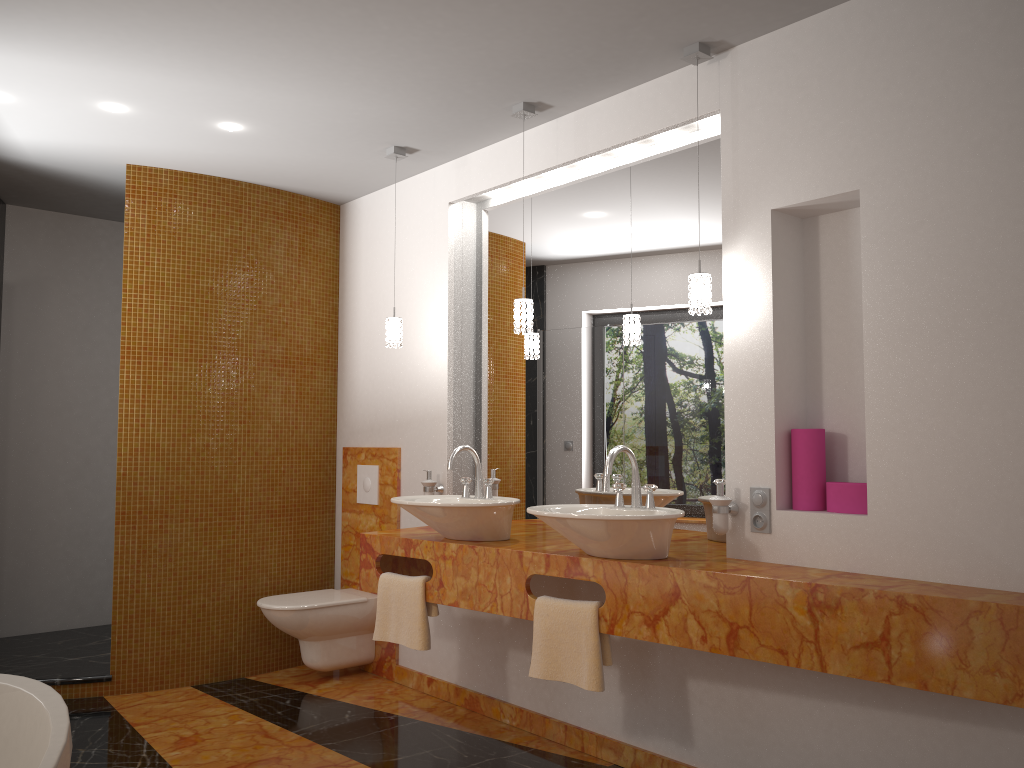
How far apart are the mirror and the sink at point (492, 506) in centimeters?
34cm

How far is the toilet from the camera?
4.2 meters

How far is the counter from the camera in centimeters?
213cm

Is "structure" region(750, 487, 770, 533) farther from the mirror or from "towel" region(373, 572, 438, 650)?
"towel" region(373, 572, 438, 650)

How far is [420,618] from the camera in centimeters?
339cm

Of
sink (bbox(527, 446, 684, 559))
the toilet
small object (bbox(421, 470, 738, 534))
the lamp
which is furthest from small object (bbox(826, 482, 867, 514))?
the toilet

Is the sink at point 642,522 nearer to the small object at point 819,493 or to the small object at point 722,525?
the small object at point 722,525

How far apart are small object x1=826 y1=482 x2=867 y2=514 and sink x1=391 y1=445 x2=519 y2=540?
1.13m

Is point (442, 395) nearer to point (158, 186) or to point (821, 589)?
point (158, 186)

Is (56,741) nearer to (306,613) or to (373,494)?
(306,613)
